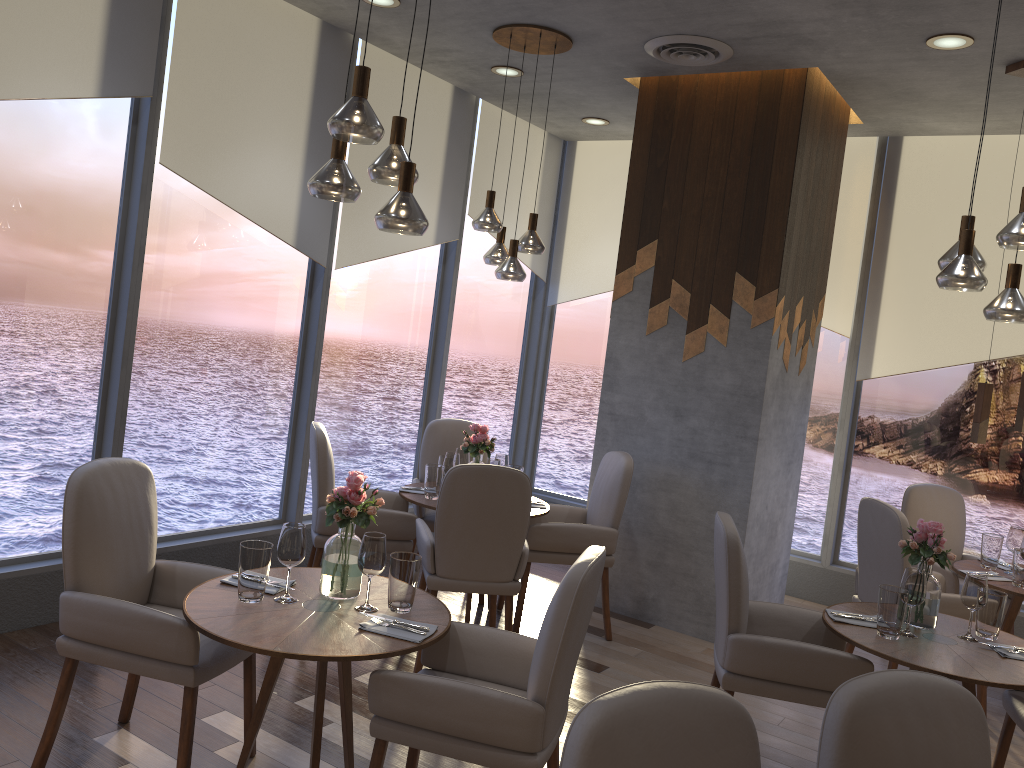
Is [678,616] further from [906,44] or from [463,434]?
[906,44]

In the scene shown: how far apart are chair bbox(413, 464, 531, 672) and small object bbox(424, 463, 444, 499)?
0.4 meters

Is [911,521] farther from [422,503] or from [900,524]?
[422,503]

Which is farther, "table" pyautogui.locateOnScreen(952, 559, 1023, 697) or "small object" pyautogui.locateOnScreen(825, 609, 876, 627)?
"table" pyautogui.locateOnScreen(952, 559, 1023, 697)

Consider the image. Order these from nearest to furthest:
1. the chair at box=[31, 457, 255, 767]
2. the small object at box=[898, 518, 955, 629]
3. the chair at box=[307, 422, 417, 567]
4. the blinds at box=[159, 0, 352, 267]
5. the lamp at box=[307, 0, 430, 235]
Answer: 1. the lamp at box=[307, 0, 430, 235]
2. the chair at box=[31, 457, 255, 767]
3. the small object at box=[898, 518, 955, 629]
4. the blinds at box=[159, 0, 352, 267]
5. the chair at box=[307, 422, 417, 567]

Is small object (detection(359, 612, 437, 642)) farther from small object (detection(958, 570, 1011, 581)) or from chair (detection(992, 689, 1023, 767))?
small object (detection(958, 570, 1011, 581))

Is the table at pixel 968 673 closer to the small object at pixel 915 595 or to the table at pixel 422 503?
the small object at pixel 915 595

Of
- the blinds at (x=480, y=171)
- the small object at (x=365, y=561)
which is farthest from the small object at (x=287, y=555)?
the blinds at (x=480, y=171)

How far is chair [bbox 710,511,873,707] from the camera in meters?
3.2

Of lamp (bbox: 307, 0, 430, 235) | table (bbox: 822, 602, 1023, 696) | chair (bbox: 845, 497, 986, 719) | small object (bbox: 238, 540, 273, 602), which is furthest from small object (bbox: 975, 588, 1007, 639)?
small object (bbox: 238, 540, 273, 602)
